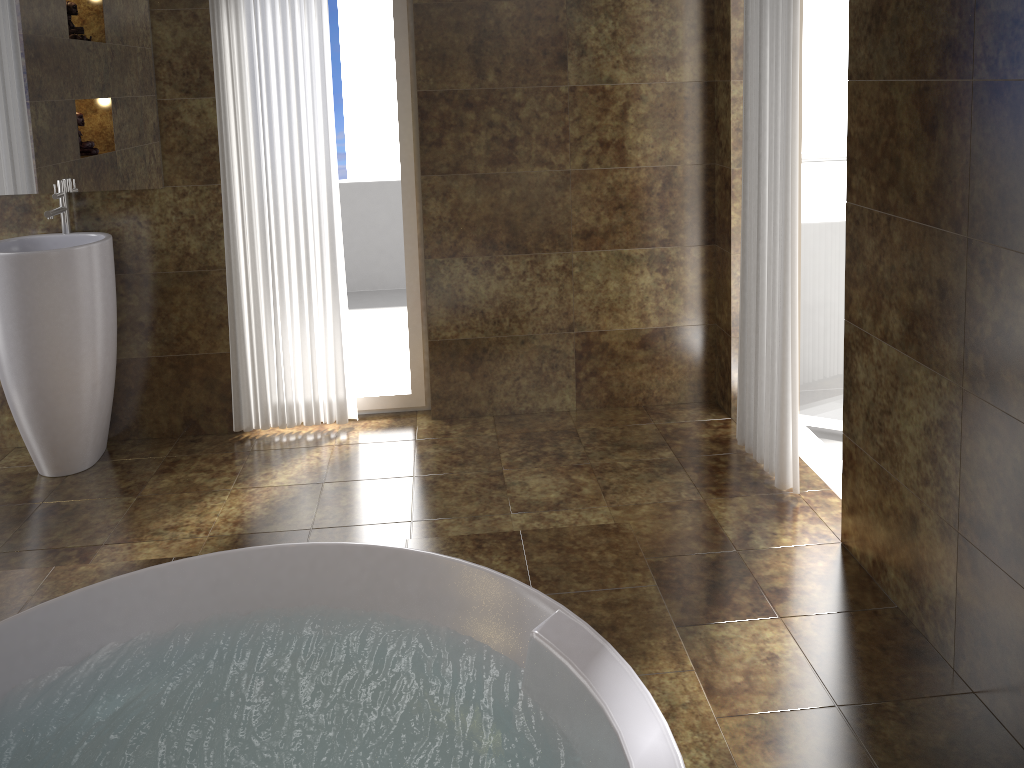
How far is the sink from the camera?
3.1 meters

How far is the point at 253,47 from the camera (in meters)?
3.32

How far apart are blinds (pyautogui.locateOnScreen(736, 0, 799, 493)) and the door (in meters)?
0.36

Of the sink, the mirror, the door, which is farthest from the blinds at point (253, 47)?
the door

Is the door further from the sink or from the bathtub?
A: the sink

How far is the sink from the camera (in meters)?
3.13

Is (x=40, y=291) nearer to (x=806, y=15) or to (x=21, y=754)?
(x=21, y=754)

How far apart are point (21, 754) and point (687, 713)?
Result: 1.5 meters

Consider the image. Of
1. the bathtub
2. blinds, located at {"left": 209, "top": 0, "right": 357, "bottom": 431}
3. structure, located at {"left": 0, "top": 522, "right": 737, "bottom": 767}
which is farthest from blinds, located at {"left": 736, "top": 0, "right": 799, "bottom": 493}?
blinds, located at {"left": 209, "top": 0, "right": 357, "bottom": 431}

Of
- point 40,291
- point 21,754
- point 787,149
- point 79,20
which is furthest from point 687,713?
point 79,20
